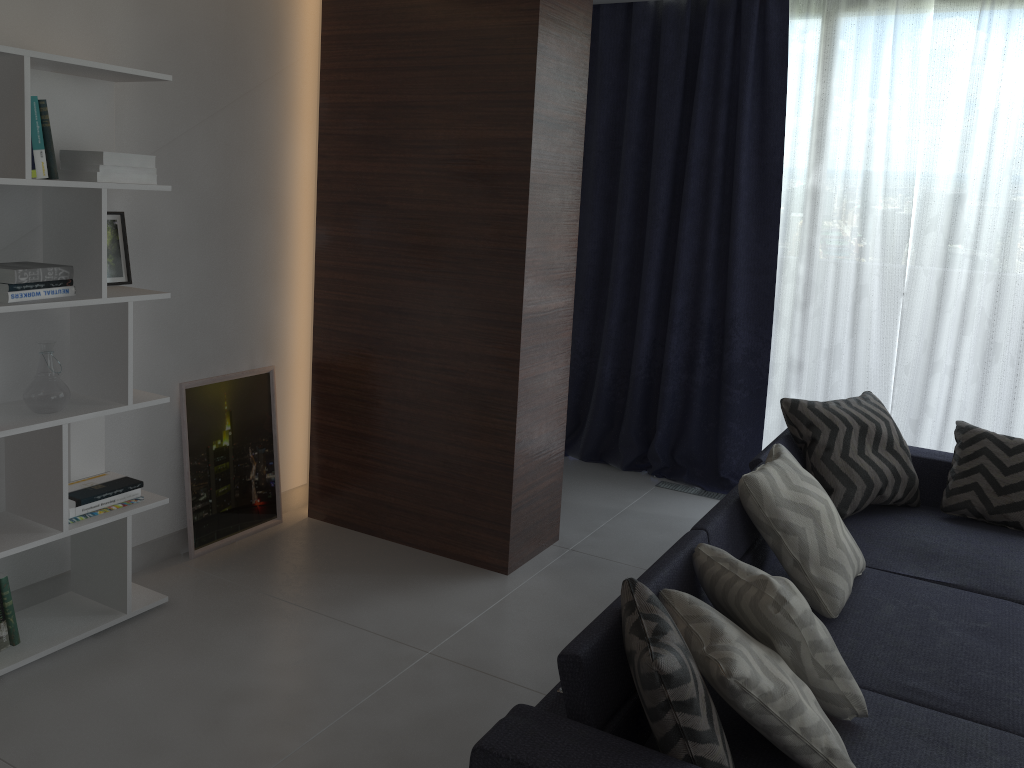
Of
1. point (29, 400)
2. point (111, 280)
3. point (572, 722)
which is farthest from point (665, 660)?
point (111, 280)

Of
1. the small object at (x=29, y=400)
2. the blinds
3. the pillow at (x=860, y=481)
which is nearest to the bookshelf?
the small object at (x=29, y=400)

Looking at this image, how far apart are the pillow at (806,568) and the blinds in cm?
160

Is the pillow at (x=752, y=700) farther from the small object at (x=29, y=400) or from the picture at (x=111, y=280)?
the picture at (x=111, y=280)

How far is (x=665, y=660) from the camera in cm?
161

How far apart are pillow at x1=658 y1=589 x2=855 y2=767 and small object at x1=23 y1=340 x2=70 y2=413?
1.9m

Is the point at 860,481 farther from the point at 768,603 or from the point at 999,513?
the point at 768,603

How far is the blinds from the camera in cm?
405

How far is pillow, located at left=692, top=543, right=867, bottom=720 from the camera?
2.0 meters

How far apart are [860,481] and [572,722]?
2.13m
